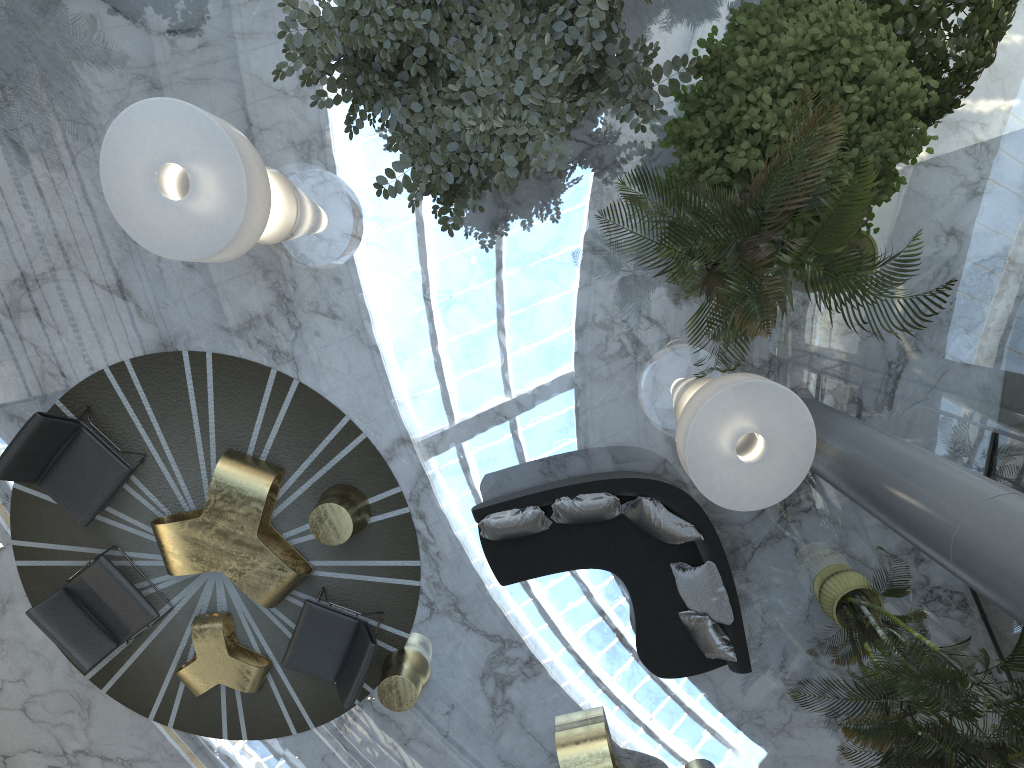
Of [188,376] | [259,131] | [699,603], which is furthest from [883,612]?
[259,131]

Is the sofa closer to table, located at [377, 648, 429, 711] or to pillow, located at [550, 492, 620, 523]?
pillow, located at [550, 492, 620, 523]

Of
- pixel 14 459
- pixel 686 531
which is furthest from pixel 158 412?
pixel 686 531

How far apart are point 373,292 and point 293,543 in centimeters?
218cm

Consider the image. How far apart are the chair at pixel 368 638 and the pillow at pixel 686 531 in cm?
221

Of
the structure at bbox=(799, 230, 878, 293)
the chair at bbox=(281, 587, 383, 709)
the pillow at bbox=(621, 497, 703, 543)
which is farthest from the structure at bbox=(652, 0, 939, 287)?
the chair at bbox=(281, 587, 383, 709)

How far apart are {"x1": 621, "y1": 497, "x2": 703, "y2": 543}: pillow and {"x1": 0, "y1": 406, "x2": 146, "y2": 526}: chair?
4.0 meters

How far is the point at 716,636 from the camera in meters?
6.5

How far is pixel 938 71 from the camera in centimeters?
577cm

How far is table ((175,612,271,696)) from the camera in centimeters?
700cm
